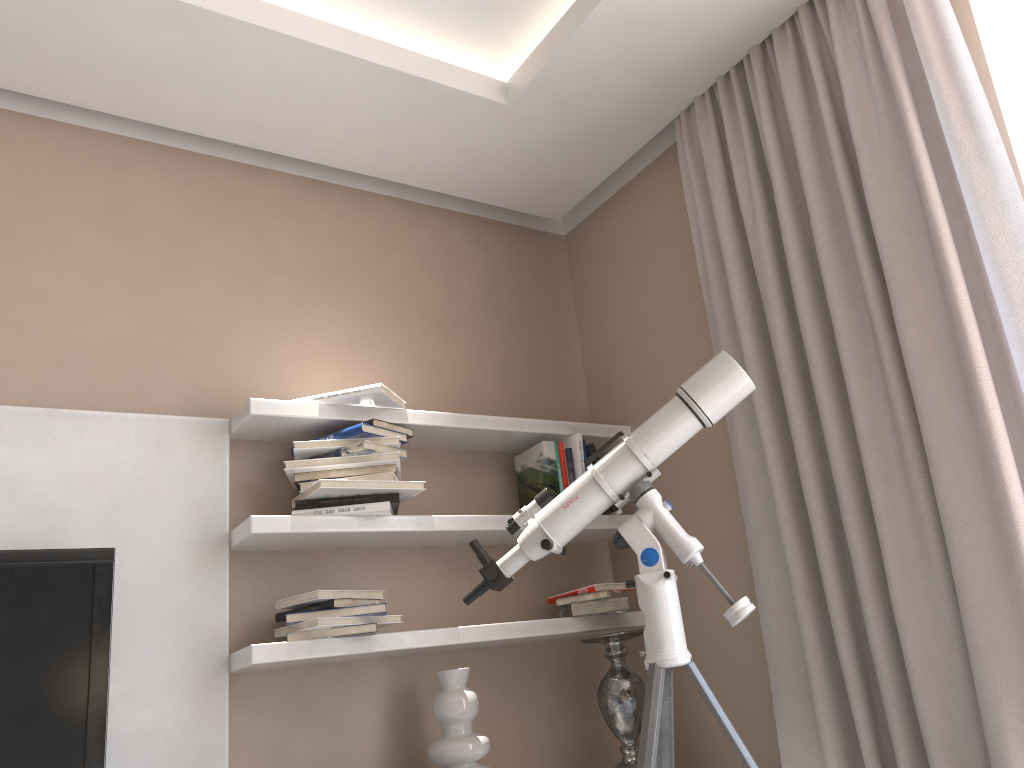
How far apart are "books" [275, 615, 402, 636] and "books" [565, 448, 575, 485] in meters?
0.8

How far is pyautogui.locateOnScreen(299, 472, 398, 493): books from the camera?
2.5 meters

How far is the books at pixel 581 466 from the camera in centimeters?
296cm

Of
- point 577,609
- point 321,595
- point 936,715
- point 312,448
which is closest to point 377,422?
point 312,448

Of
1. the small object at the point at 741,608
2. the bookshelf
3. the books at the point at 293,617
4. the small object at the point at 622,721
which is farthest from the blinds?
the books at the point at 293,617

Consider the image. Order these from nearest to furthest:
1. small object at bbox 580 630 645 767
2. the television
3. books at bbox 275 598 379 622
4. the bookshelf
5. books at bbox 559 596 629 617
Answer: the television
the bookshelf
books at bbox 275 598 379 622
small object at bbox 580 630 645 767
books at bbox 559 596 629 617

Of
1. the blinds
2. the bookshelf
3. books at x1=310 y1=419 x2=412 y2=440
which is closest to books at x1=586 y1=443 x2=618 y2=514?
the bookshelf

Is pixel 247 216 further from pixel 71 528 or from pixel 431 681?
pixel 431 681

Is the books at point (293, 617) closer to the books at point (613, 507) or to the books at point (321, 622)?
the books at point (321, 622)

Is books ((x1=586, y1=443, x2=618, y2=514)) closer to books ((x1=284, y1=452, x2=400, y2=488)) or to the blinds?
the blinds
